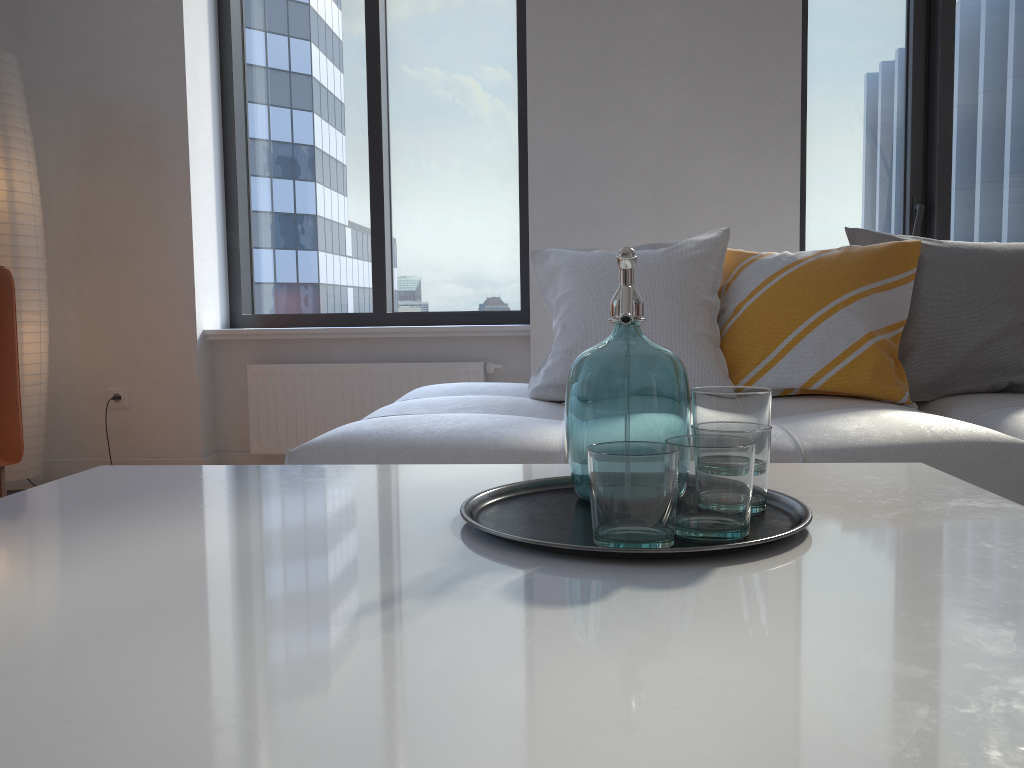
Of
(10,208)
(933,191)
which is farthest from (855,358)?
(10,208)

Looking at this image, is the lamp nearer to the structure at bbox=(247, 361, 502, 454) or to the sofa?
the structure at bbox=(247, 361, 502, 454)

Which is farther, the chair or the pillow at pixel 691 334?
the chair

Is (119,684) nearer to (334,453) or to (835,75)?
(334,453)

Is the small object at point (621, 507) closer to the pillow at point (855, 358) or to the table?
the table

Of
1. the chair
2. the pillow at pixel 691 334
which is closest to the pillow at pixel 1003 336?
the pillow at pixel 691 334

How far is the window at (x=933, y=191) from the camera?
3.6m

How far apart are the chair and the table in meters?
1.4

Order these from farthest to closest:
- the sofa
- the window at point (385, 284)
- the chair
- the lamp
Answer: the window at point (385, 284)
the lamp
the chair
the sofa

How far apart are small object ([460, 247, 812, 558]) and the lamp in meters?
2.6
